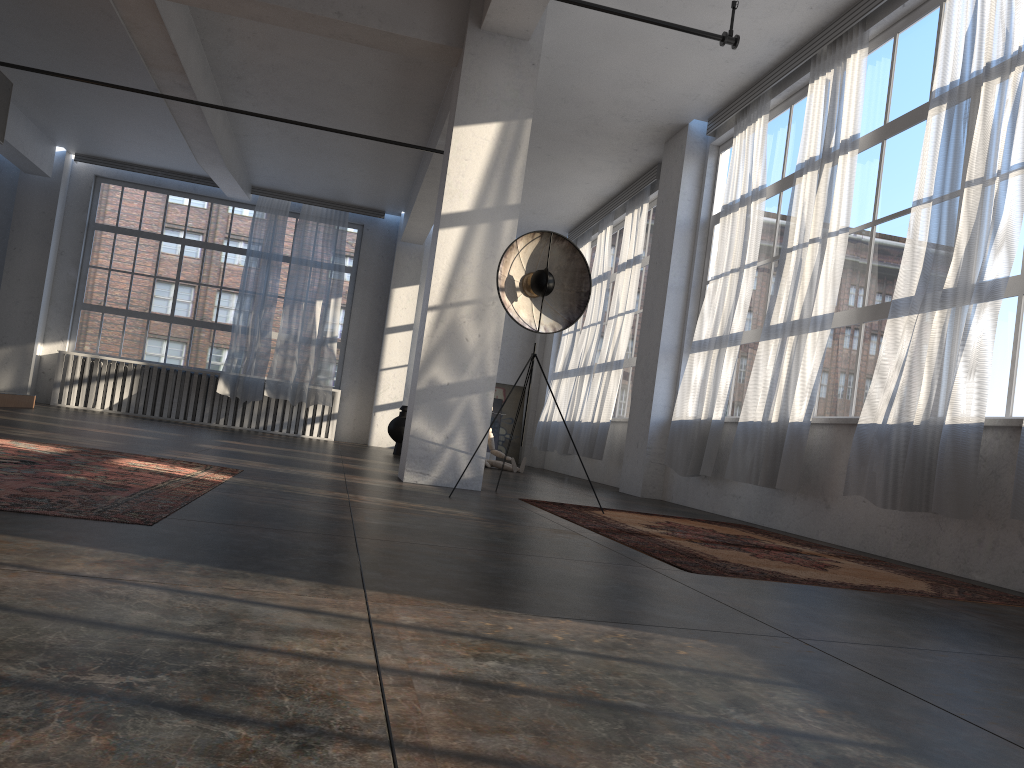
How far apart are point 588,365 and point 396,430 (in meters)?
2.81

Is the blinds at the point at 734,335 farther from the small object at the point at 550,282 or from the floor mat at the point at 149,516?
the floor mat at the point at 149,516

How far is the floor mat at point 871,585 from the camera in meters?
3.7

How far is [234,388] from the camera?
14.28m

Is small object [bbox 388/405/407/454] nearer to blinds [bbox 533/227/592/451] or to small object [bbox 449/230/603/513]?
blinds [bbox 533/227/592/451]

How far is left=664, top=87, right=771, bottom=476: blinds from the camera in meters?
7.8

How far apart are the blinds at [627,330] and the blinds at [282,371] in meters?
4.6 m

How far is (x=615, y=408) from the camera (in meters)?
11.89

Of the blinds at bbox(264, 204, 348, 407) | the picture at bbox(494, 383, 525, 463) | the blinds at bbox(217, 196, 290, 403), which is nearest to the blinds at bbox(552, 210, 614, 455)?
the picture at bbox(494, 383, 525, 463)

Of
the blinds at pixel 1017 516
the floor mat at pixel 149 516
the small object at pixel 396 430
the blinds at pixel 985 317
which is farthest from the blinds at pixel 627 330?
the blinds at pixel 1017 516
